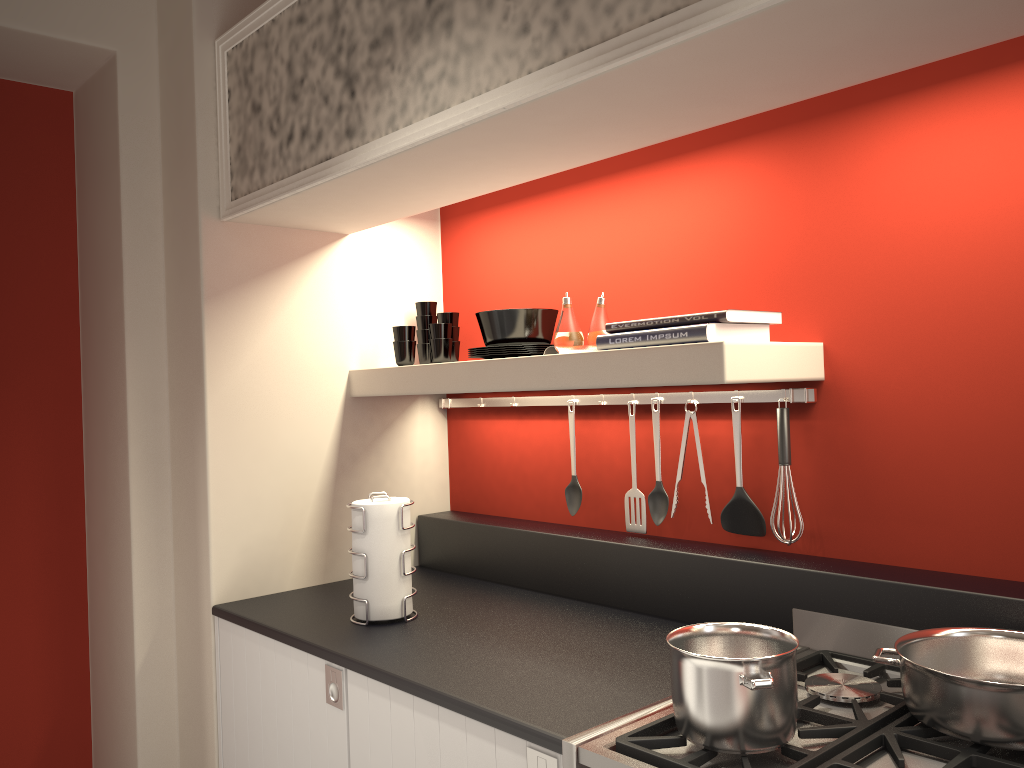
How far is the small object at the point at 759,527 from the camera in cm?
206

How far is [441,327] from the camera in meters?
2.6 m

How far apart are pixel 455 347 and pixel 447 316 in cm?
10

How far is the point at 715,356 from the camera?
1.72m

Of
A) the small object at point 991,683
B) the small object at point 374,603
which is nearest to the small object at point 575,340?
the small object at point 374,603

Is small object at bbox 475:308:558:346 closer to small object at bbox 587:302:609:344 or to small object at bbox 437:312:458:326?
small object at bbox 587:302:609:344

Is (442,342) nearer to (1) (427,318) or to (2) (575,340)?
(1) (427,318)

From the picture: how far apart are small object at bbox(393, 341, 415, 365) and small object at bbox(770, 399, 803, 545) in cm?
111

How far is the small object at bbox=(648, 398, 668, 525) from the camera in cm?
224

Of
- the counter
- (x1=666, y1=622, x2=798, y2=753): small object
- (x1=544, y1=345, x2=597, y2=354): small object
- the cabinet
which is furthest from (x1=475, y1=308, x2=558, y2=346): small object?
(x1=666, y1=622, x2=798, y2=753): small object
